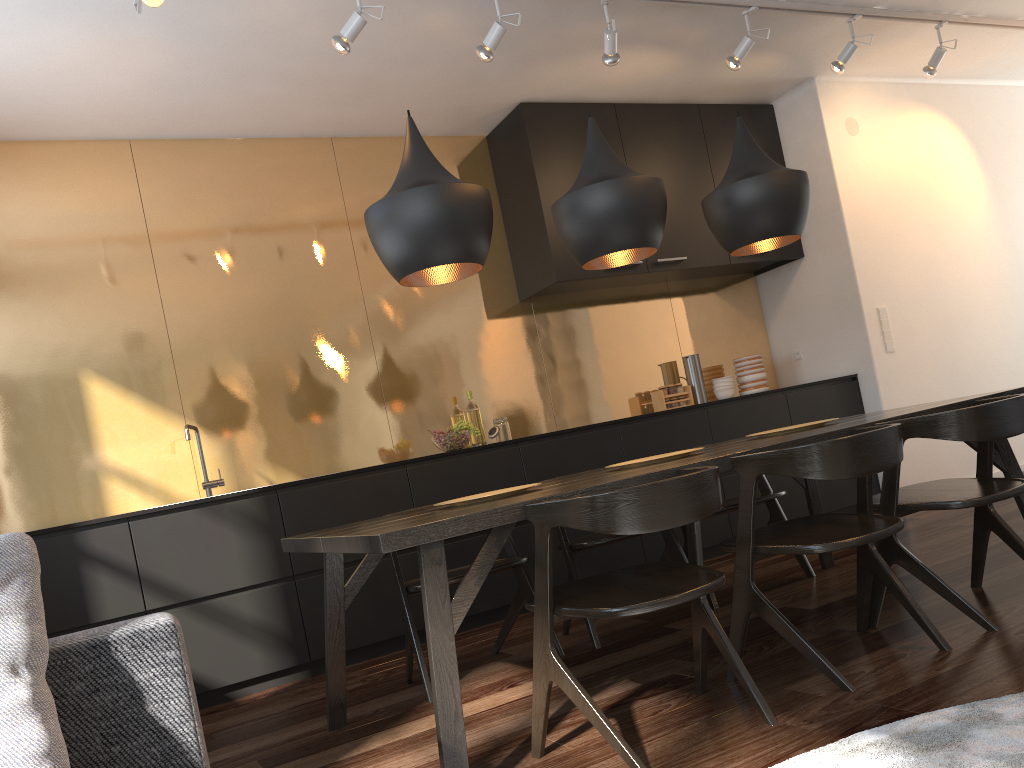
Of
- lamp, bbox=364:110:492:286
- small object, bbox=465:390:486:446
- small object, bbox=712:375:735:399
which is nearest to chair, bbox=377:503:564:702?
lamp, bbox=364:110:492:286

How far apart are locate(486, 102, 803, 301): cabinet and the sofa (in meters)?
3.89

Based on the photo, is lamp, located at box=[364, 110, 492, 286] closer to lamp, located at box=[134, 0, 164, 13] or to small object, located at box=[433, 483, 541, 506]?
small object, located at box=[433, 483, 541, 506]

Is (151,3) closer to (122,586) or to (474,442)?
(122,586)

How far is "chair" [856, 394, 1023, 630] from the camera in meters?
2.7

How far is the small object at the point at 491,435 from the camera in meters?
4.9 m

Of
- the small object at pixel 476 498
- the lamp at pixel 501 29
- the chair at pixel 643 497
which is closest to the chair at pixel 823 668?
the chair at pixel 643 497

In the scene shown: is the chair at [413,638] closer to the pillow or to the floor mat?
the floor mat

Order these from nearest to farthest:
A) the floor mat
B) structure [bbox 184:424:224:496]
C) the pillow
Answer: the pillow, the floor mat, structure [bbox 184:424:224:496]

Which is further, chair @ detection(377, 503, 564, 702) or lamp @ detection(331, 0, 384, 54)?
lamp @ detection(331, 0, 384, 54)
